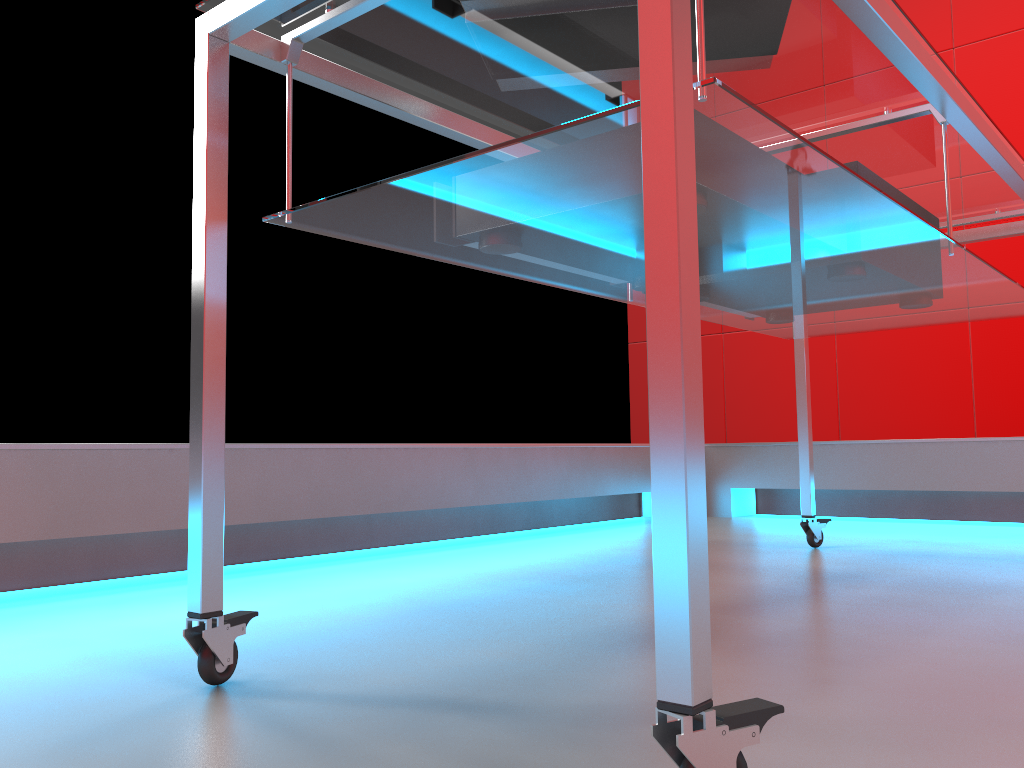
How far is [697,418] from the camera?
0.5 meters

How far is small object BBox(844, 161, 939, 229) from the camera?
1.3 meters

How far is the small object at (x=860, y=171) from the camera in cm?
128

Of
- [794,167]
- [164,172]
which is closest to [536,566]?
[794,167]

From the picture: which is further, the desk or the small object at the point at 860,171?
the small object at the point at 860,171

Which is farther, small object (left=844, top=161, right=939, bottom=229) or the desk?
small object (left=844, top=161, right=939, bottom=229)

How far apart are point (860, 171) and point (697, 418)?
0.9 meters

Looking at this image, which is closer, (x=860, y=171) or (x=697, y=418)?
(x=697, y=418)

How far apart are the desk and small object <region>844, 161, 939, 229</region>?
0.0 meters

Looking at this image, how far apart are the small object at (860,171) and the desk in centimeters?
5cm
